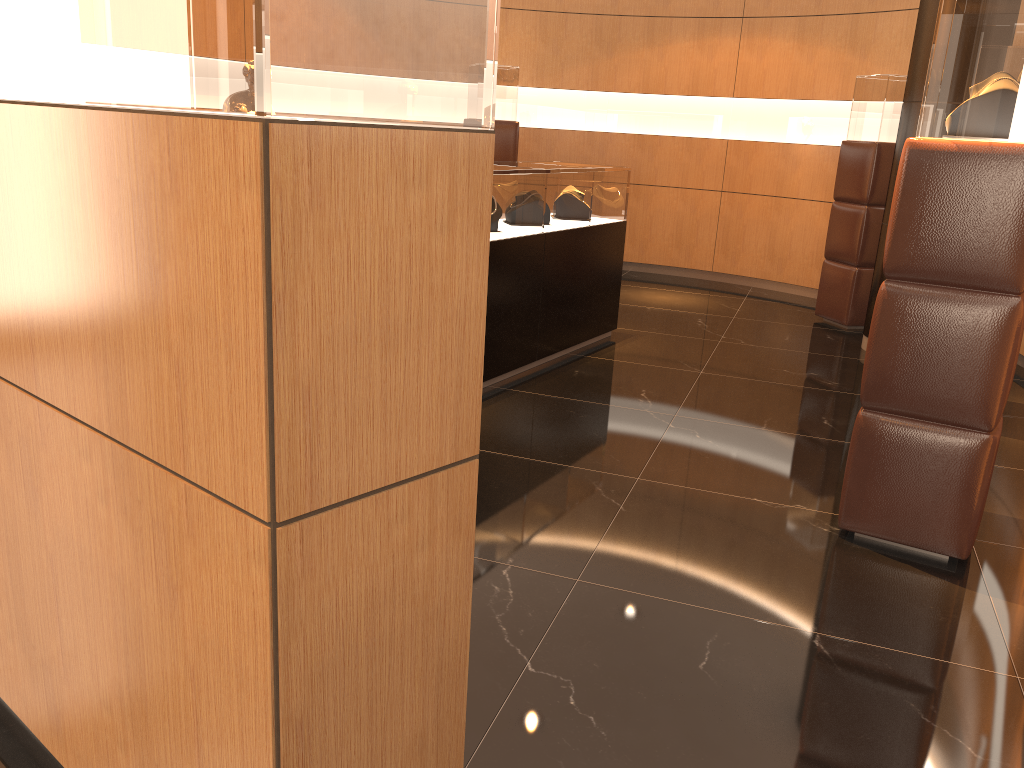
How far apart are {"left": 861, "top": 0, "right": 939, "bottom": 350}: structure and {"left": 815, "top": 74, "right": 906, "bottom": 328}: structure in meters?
0.7 m

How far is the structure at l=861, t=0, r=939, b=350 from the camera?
5.9m

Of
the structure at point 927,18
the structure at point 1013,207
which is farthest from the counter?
the structure at point 1013,207

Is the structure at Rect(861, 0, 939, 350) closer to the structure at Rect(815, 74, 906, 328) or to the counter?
the structure at Rect(815, 74, 906, 328)

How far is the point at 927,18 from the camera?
5.9 meters

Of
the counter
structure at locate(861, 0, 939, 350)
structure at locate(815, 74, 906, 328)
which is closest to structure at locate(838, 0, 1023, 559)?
the counter

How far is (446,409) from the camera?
1.4 meters

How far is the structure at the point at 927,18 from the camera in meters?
5.9

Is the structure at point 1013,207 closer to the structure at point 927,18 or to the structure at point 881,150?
the structure at point 927,18

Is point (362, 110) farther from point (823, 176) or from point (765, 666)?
point (823, 176)
